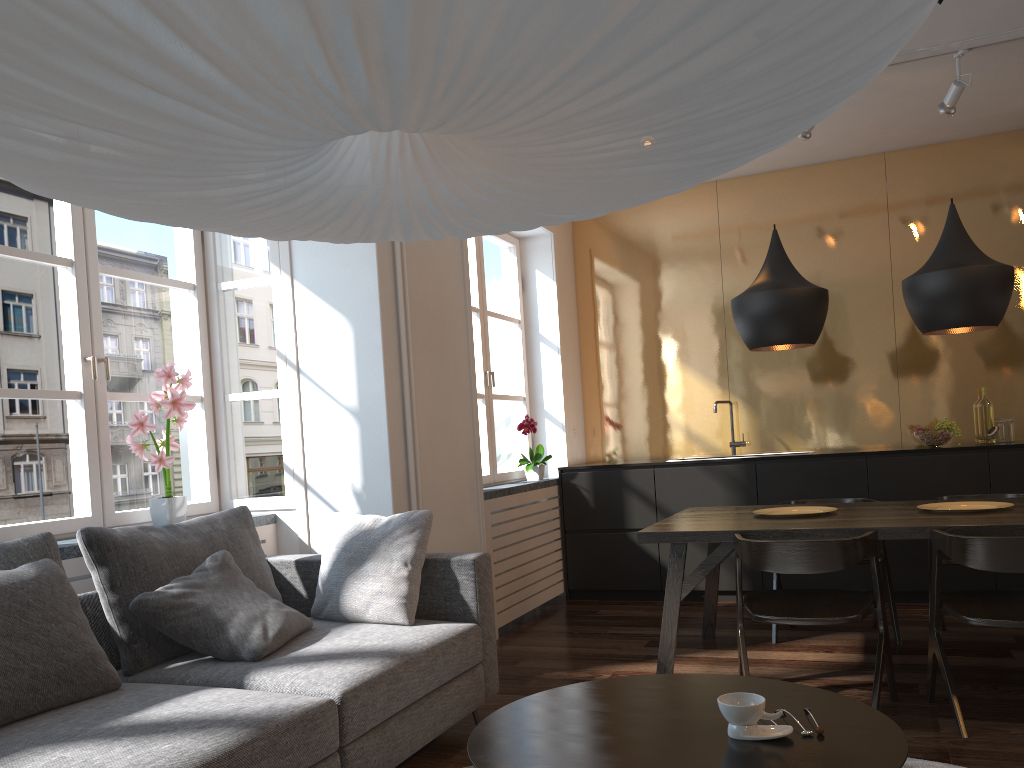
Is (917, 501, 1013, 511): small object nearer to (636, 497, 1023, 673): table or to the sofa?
(636, 497, 1023, 673): table

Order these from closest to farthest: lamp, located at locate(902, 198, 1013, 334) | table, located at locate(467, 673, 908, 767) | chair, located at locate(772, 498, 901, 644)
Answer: table, located at locate(467, 673, 908, 767) → lamp, located at locate(902, 198, 1013, 334) → chair, located at locate(772, 498, 901, 644)

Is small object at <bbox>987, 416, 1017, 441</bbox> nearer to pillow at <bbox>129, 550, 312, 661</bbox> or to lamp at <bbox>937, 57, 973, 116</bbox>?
lamp at <bbox>937, 57, 973, 116</bbox>

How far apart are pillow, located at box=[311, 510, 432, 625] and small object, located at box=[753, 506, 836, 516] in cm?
155

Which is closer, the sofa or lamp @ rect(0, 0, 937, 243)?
lamp @ rect(0, 0, 937, 243)

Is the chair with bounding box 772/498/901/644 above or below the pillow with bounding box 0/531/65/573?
below

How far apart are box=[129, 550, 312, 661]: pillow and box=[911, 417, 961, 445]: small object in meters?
3.9

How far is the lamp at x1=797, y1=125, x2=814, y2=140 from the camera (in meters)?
4.56

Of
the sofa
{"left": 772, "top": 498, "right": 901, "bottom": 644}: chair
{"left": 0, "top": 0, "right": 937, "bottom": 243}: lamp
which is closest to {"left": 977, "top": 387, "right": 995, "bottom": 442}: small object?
{"left": 772, "top": 498, "right": 901, "bottom": 644}: chair

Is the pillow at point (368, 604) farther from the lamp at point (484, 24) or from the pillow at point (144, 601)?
the lamp at point (484, 24)
